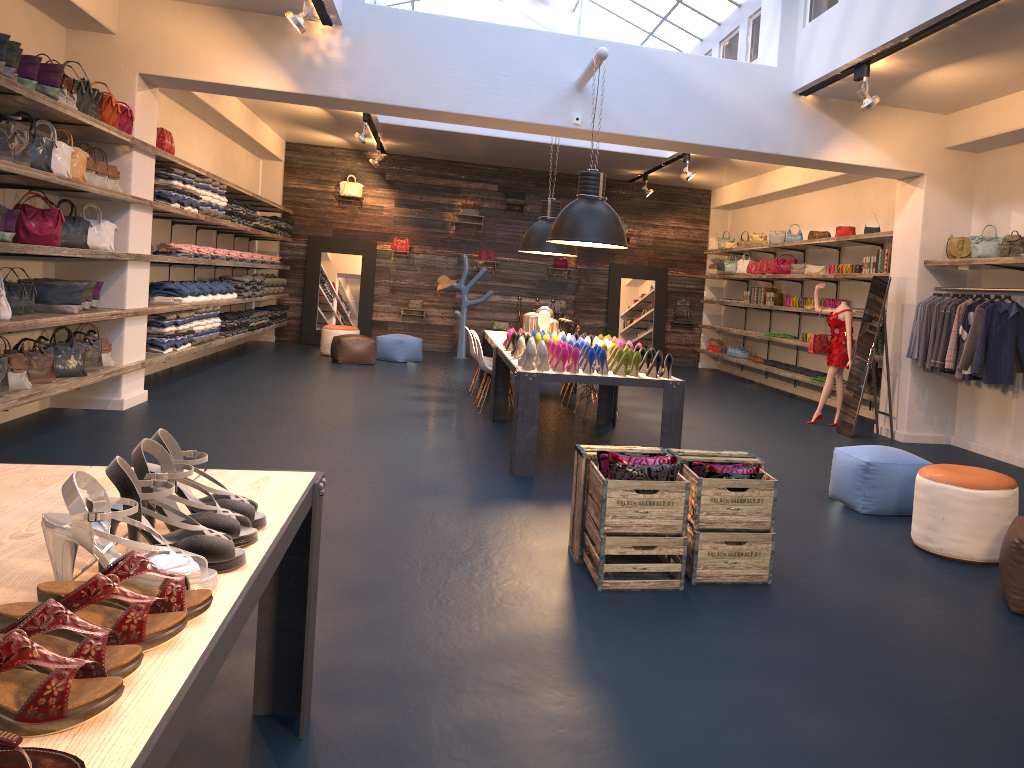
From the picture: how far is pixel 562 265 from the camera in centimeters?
1626cm

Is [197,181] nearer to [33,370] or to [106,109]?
[106,109]

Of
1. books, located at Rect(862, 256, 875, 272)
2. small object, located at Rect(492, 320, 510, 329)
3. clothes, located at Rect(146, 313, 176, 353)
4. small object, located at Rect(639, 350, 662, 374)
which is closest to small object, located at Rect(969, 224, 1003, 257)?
books, located at Rect(862, 256, 875, 272)

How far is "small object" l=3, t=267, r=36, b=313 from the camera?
6.49m

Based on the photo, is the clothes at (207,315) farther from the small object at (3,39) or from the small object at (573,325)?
the small object at (3,39)

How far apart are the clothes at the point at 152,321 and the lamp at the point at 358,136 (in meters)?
4.18

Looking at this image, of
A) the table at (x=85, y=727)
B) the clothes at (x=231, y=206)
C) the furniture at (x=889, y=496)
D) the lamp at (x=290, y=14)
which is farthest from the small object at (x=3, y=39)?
the clothes at (x=231, y=206)

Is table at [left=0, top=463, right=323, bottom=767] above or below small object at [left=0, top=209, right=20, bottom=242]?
below

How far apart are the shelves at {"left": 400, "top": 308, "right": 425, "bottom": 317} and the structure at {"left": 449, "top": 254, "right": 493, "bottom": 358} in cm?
128

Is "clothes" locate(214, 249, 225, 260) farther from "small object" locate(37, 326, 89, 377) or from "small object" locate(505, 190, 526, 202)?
"small object" locate(505, 190, 526, 202)
